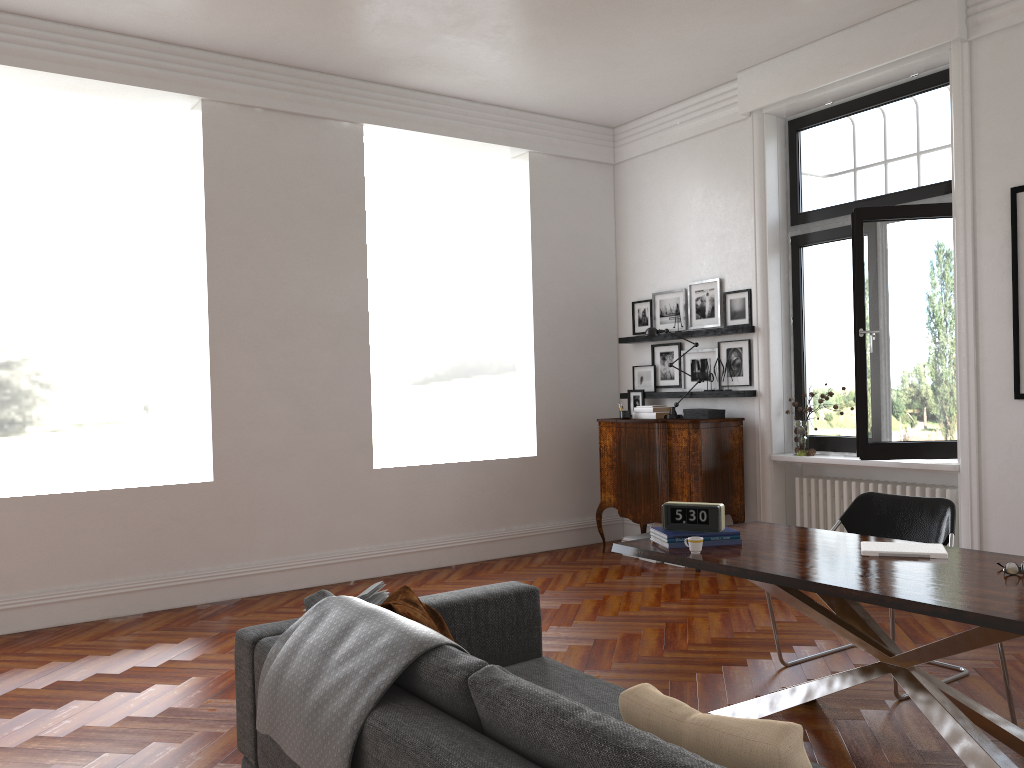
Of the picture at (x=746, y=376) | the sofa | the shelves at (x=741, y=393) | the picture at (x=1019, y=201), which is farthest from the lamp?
the sofa

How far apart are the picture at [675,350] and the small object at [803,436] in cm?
125

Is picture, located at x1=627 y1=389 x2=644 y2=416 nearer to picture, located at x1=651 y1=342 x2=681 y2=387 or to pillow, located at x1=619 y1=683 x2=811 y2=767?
picture, located at x1=651 y1=342 x2=681 y2=387

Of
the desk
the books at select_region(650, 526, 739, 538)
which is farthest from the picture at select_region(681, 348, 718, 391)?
the books at select_region(650, 526, 739, 538)

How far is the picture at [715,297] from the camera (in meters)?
7.58

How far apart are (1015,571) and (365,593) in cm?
237

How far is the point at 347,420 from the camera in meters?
7.0 m

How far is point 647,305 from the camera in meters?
8.3 m

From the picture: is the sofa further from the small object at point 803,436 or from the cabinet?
the small object at point 803,436

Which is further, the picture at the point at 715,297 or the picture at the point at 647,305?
the picture at the point at 647,305
